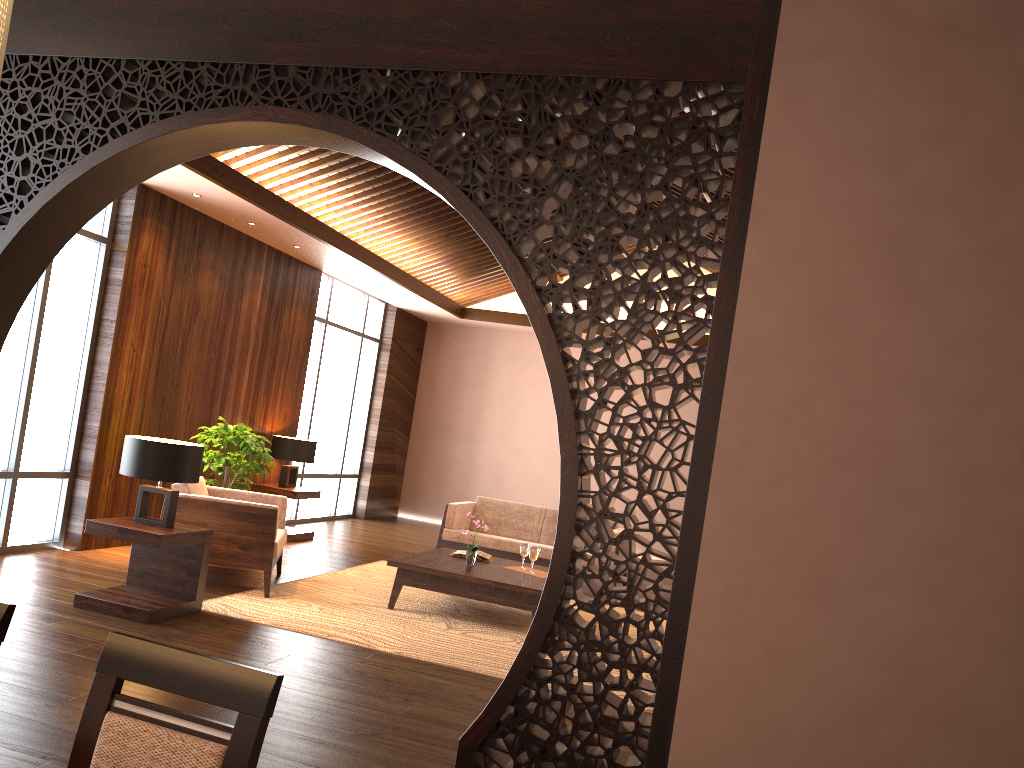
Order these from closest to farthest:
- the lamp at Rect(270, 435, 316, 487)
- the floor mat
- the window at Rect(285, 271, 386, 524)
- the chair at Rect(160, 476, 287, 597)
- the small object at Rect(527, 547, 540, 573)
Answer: the floor mat, the chair at Rect(160, 476, 287, 597), the small object at Rect(527, 547, 540, 573), the lamp at Rect(270, 435, 316, 487), the window at Rect(285, 271, 386, 524)

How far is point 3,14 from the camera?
1.0 meters

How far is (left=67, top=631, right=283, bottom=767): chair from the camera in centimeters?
147cm

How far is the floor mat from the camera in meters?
5.2 m

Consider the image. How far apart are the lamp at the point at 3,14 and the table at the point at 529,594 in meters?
5.3

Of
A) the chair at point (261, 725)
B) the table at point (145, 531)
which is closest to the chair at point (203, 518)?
the table at point (145, 531)

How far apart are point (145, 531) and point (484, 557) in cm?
271

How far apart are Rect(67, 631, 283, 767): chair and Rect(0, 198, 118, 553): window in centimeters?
518cm

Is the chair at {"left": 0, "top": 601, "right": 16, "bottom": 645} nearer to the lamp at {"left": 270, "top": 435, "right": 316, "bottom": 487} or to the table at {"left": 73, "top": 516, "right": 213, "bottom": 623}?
the table at {"left": 73, "top": 516, "right": 213, "bottom": 623}

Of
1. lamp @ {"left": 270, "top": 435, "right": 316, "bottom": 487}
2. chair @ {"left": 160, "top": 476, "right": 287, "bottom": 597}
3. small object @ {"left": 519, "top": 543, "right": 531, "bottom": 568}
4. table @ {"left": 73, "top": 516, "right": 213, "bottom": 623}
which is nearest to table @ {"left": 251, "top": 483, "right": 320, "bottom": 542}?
lamp @ {"left": 270, "top": 435, "right": 316, "bottom": 487}
